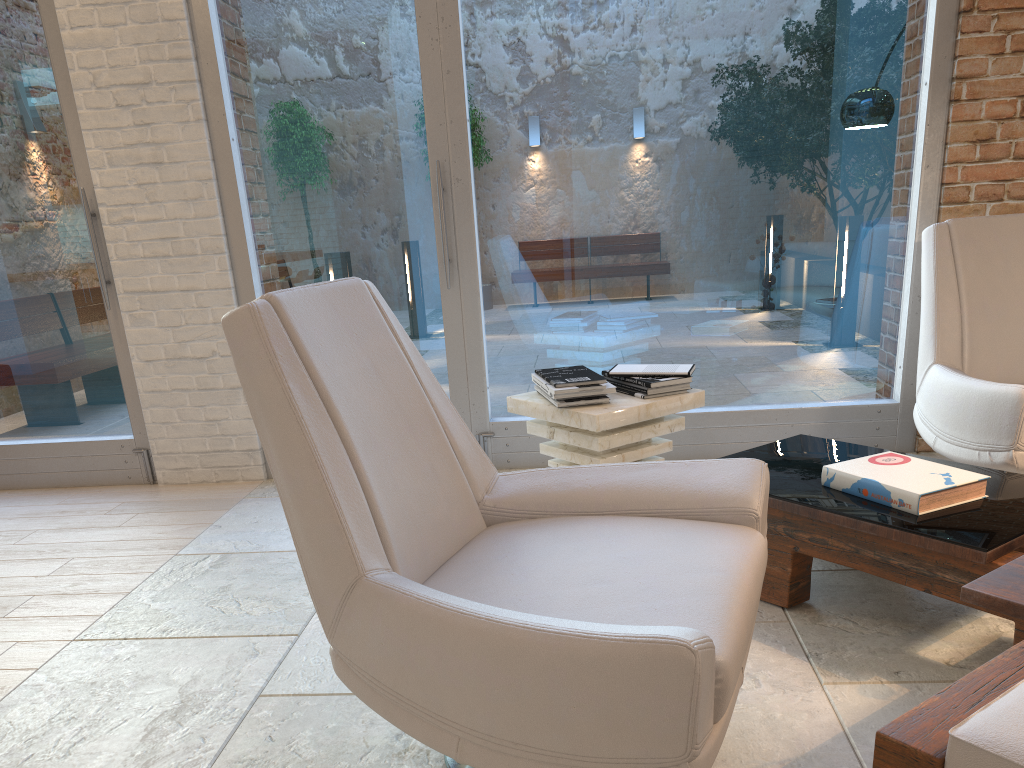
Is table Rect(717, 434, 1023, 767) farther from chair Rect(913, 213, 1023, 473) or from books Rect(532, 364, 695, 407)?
books Rect(532, 364, 695, 407)

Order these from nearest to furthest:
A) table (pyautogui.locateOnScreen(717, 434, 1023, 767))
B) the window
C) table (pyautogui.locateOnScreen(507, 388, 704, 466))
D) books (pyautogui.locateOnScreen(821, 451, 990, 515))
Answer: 1. table (pyautogui.locateOnScreen(717, 434, 1023, 767))
2. books (pyautogui.locateOnScreen(821, 451, 990, 515))
3. table (pyautogui.locateOnScreen(507, 388, 704, 466))
4. the window

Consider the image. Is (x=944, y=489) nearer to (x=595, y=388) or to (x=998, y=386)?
(x=998, y=386)

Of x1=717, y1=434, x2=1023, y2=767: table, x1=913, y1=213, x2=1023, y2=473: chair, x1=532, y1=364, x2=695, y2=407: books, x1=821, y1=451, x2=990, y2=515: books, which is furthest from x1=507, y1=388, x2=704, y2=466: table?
x1=913, y1=213, x2=1023, y2=473: chair

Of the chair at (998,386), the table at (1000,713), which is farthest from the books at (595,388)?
the chair at (998,386)

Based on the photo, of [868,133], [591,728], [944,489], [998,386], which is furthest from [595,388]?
[868,133]

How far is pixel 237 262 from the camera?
3.99m

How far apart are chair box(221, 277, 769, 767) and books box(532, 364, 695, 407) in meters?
0.8 m

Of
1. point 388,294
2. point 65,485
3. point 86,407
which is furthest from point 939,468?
point 65,485

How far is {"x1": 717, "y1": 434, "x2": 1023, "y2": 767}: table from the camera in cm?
117
